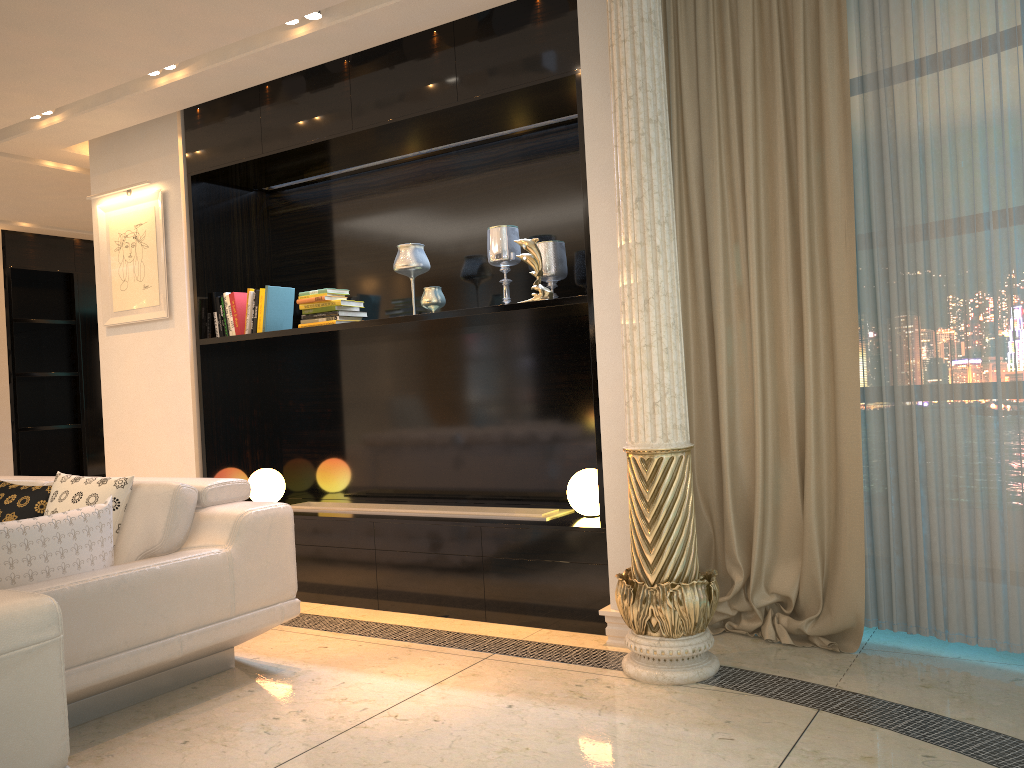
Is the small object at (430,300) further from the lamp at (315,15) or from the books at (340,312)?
the lamp at (315,15)

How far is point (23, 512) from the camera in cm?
360

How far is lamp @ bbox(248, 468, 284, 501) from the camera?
5.0 meters

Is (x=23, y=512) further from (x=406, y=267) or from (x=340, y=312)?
(x=406, y=267)

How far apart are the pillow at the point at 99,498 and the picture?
1.6m

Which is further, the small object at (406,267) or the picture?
the picture

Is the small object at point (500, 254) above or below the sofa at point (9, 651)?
above

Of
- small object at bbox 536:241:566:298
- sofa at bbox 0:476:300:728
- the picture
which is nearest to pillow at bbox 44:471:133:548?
sofa at bbox 0:476:300:728

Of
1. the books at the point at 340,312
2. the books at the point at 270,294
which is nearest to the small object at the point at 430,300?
the books at the point at 340,312

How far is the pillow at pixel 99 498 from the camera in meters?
3.4 m
